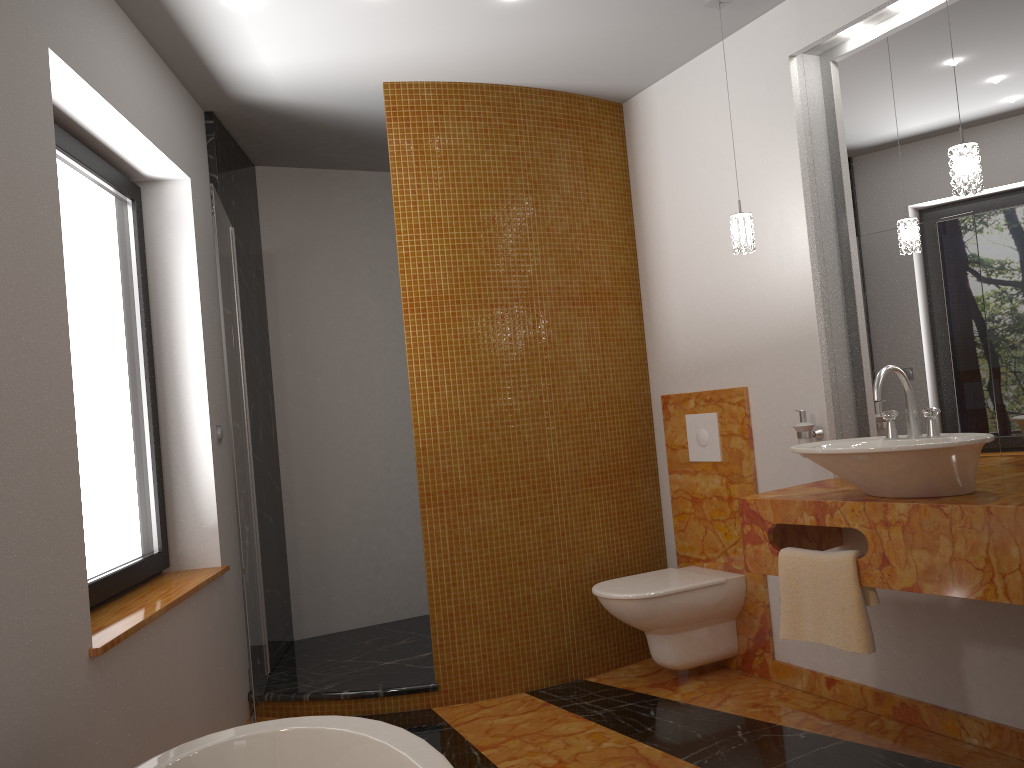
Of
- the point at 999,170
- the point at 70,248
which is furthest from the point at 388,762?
the point at 999,170

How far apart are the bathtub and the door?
1.1 meters

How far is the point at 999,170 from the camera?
2.6m

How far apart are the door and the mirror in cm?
216

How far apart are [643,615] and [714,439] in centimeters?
78cm

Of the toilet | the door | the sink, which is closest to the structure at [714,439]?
the toilet

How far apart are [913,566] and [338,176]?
3.5m

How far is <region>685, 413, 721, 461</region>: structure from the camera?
3.63m

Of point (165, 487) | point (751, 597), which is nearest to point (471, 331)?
point (165, 487)

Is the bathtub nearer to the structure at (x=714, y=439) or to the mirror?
the mirror
